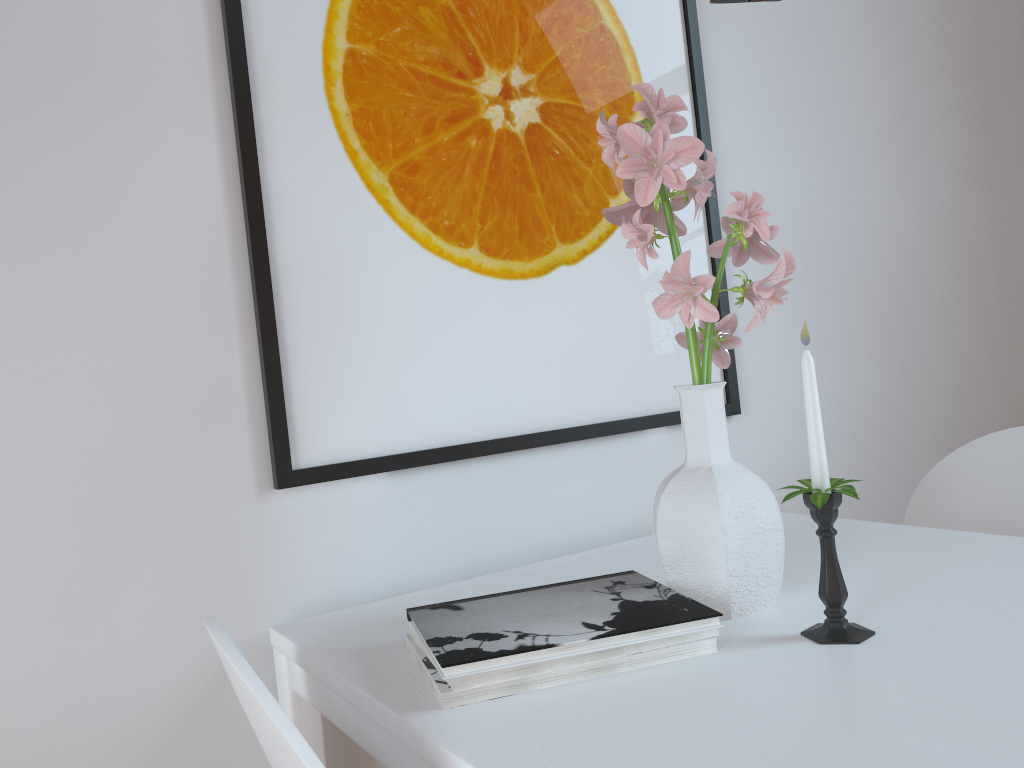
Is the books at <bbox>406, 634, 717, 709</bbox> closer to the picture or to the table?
the table

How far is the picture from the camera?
1.1m

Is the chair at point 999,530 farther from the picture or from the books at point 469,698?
the books at point 469,698

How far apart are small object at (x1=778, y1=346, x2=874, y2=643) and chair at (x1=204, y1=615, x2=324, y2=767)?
0.5 meters

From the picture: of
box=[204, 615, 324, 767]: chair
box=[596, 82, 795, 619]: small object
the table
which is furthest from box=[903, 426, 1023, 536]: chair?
box=[204, 615, 324, 767]: chair

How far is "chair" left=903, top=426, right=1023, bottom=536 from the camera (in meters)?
1.45

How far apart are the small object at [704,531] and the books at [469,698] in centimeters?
9cm

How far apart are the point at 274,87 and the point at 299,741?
0.8m

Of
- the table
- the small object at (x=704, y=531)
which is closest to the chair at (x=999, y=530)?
the table

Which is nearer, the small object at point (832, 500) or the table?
the table
